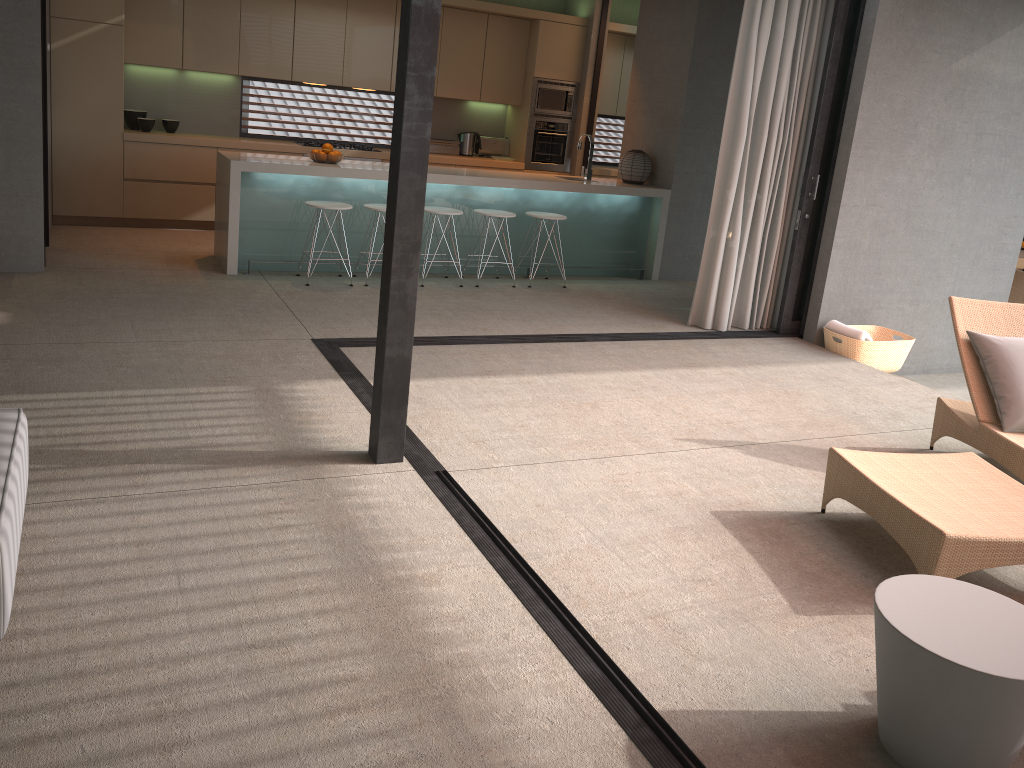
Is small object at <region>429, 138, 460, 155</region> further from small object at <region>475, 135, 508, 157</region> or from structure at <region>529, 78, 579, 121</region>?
structure at <region>529, 78, 579, 121</region>

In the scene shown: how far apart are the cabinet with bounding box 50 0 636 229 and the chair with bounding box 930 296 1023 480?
6.01m

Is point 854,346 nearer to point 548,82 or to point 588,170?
point 588,170

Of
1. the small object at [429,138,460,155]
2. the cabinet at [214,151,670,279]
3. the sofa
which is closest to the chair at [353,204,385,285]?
the cabinet at [214,151,670,279]

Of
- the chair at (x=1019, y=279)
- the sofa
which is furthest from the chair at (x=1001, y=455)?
the chair at (x=1019, y=279)

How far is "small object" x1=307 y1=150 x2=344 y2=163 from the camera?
7.2m

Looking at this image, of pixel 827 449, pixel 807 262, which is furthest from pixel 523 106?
pixel 827 449

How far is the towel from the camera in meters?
6.5 m

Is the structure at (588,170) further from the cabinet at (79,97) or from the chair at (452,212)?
the cabinet at (79,97)

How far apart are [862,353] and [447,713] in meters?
5.2 m
